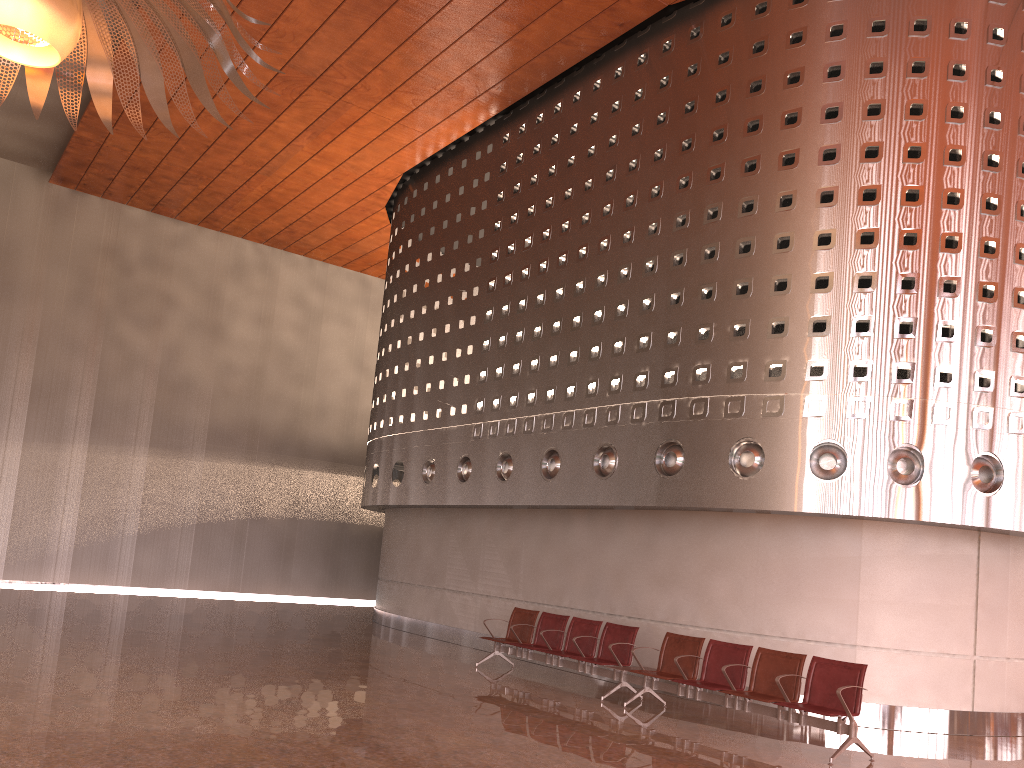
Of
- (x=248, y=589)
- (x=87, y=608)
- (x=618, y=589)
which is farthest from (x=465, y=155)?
(x=248, y=589)
